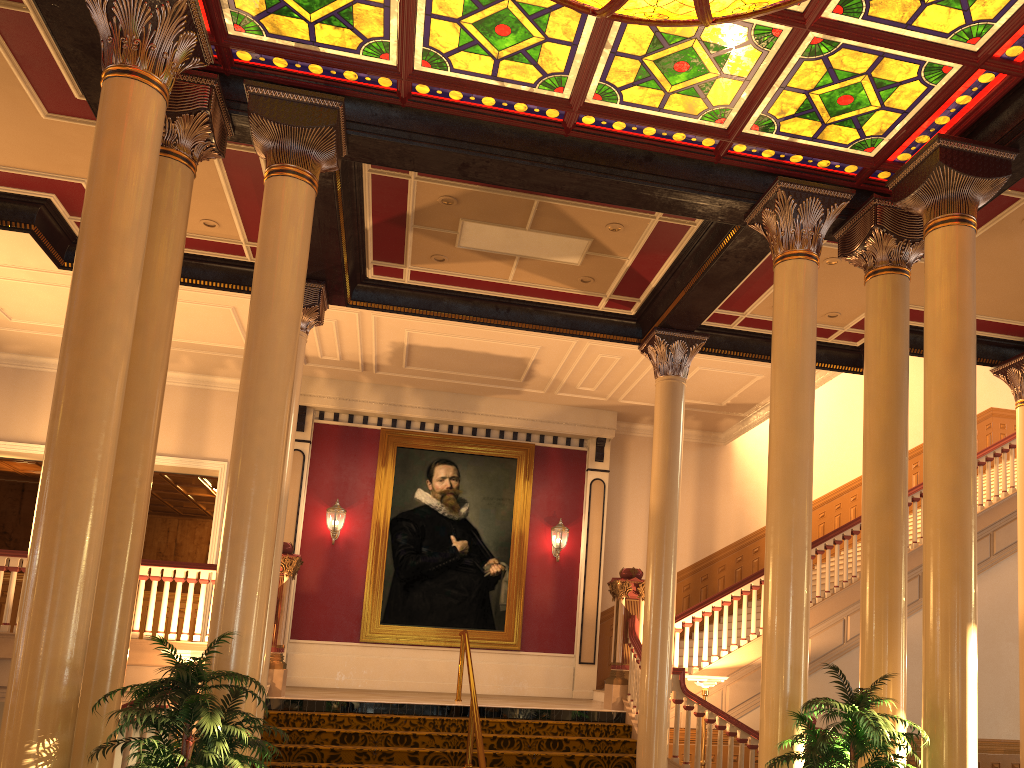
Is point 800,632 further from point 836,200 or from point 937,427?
point 836,200

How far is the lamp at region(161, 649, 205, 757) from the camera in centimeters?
886cm

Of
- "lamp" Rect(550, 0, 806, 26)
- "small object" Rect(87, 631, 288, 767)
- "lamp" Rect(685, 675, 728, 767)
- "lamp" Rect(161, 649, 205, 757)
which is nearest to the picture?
"lamp" Rect(685, 675, 728, 767)

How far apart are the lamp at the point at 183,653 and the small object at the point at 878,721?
6.0m

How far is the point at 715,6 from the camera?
5.32m

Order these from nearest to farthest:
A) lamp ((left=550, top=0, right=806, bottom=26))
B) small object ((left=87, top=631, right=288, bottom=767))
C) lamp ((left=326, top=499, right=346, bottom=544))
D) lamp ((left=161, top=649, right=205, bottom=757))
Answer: small object ((left=87, top=631, right=288, bottom=767)), lamp ((left=550, top=0, right=806, bottom=26)), lamp ((left=161, top=649, right=205, bottom=757)), lamp ((left=326, top=499, right=346, bottom=544))

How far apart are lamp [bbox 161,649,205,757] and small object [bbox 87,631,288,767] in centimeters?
392cm

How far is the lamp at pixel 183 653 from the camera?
8.9 meters

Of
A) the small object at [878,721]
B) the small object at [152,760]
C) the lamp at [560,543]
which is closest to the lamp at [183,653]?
the small object at [152,760]

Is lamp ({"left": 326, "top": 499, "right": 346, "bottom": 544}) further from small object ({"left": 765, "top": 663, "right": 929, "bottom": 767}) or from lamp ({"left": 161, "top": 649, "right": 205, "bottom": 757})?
small object ({"left": 765, "top": 663, "right": 929, "bottom": 767})
